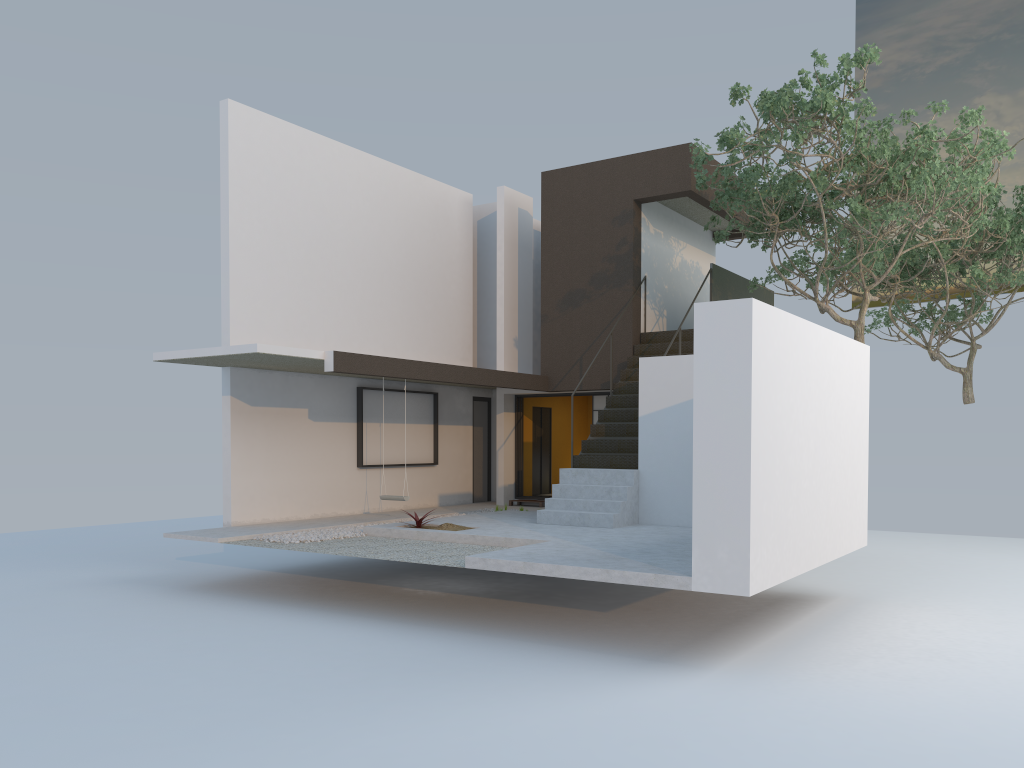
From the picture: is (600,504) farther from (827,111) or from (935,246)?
(935,246)

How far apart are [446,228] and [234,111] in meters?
4.8

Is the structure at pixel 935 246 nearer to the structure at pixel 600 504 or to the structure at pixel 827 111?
the structure at pixel 827 111

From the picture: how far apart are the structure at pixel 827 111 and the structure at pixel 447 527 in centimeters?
540cm

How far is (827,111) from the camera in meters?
10.4 m

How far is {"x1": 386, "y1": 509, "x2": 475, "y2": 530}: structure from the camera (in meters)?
11.13

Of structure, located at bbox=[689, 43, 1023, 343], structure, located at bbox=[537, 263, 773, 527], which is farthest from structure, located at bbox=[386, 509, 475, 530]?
structure, located at bbox=[689, 43, 1023, 343]

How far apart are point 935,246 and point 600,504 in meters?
8.7 m

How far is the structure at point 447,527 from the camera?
11.1m

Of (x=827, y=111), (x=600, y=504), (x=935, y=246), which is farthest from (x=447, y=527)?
(x=935, y=246)
